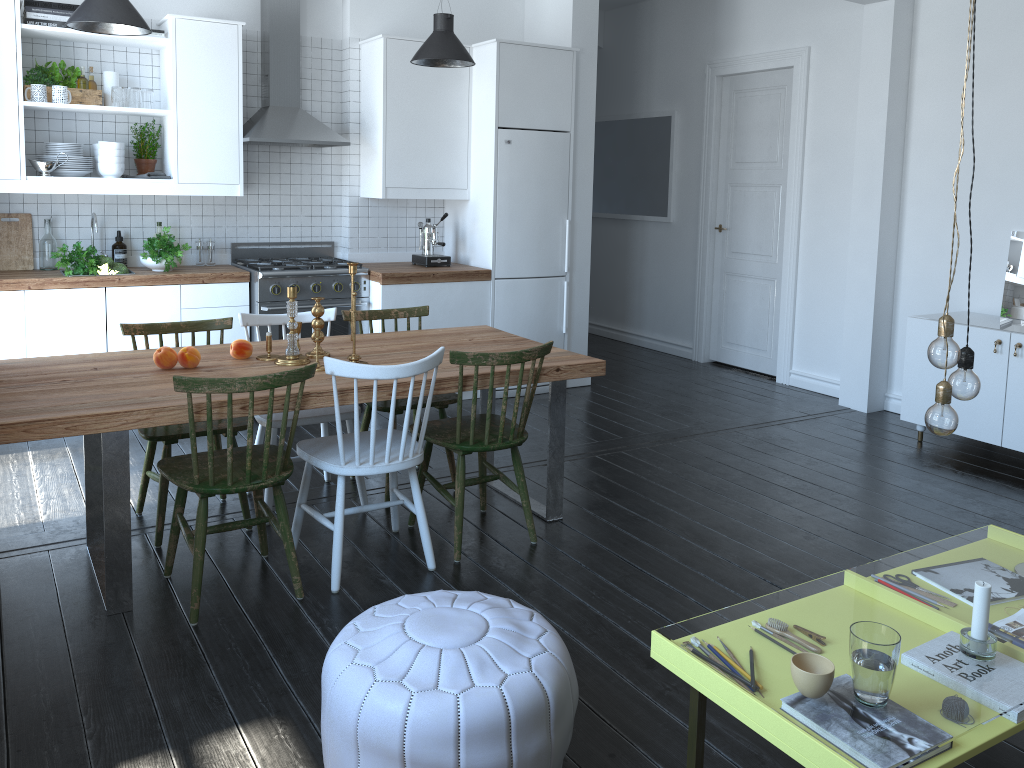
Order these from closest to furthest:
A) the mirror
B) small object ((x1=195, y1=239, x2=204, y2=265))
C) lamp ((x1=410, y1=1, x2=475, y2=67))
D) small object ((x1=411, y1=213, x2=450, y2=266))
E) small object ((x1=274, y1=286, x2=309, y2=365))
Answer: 1. small object ((x1=274, y1=286, x2=309, y2=365))
2. lamp ((x1=410, y1=1, x2=475, y2=67))
3. the mirror
4. small object ((x1=195, y1=239, x2=204, y2=265))
5. small object ((x1=411, y1=213, x2=450, y2=266))

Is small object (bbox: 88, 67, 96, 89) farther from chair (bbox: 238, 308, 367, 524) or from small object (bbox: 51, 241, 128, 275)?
chair (bbox: 238, 308, 367, 524)

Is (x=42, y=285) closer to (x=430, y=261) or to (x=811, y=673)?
(x=430, y=261)

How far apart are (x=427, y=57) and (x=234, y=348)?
2.2m

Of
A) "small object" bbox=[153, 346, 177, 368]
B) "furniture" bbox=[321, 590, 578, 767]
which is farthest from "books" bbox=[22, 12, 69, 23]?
"furniture" bbox=[321, 590, 578, 767]

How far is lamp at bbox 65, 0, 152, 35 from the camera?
3.9 meters

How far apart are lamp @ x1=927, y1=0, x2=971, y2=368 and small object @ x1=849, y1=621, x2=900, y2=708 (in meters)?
0.67

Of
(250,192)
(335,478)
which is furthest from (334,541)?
(250,192)

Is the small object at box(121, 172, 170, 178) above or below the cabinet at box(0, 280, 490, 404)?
above

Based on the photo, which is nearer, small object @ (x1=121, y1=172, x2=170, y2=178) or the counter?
the counter
